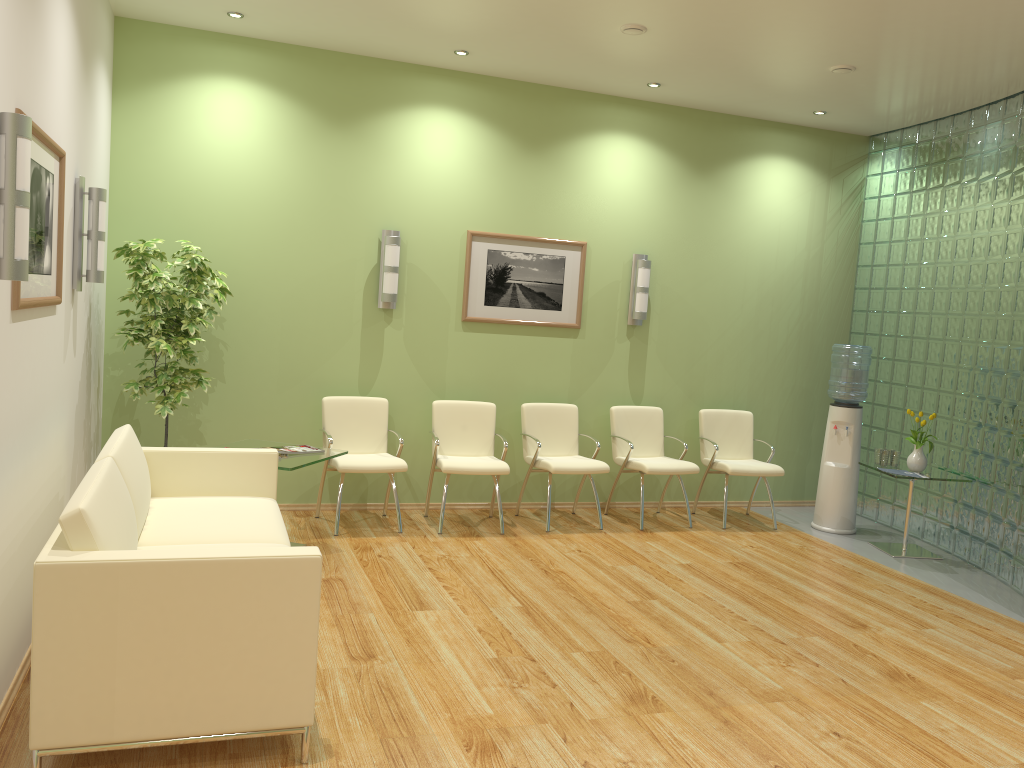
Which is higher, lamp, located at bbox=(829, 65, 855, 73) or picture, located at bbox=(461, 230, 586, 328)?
lamp, located at bbox=(829, 65, 855, 73)

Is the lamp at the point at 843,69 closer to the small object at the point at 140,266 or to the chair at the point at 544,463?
the chair at the point at 544,463

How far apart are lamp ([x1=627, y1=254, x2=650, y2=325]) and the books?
2.9 meters

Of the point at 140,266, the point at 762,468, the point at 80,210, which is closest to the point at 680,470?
the point at 762,468

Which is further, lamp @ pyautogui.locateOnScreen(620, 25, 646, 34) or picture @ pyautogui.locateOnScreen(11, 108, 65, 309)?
lamp @ pyautogui.locateOnScreen(620, 25, 646, 34)

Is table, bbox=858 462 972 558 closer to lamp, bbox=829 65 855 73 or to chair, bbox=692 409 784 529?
chair, bbox=692 409 784 529

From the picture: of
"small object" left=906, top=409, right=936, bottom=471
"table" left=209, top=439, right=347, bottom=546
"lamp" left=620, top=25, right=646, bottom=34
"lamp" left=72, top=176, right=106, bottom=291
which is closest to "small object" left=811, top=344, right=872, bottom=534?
"small object" left=906, top=409, right=936, bottom=471

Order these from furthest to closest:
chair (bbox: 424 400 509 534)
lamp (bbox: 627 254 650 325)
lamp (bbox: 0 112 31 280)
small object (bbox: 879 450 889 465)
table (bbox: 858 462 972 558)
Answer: lamp (bbox: 627 254 650 325)
small object (bbox: 879 450 889 465)
table (bbox: 858 462 972 558)
chair (bbox: 424 400 509 534)
lamp (bbox: 0 112 31 280)

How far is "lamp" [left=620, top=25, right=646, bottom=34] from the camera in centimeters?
535cm

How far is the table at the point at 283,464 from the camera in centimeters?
515cm
